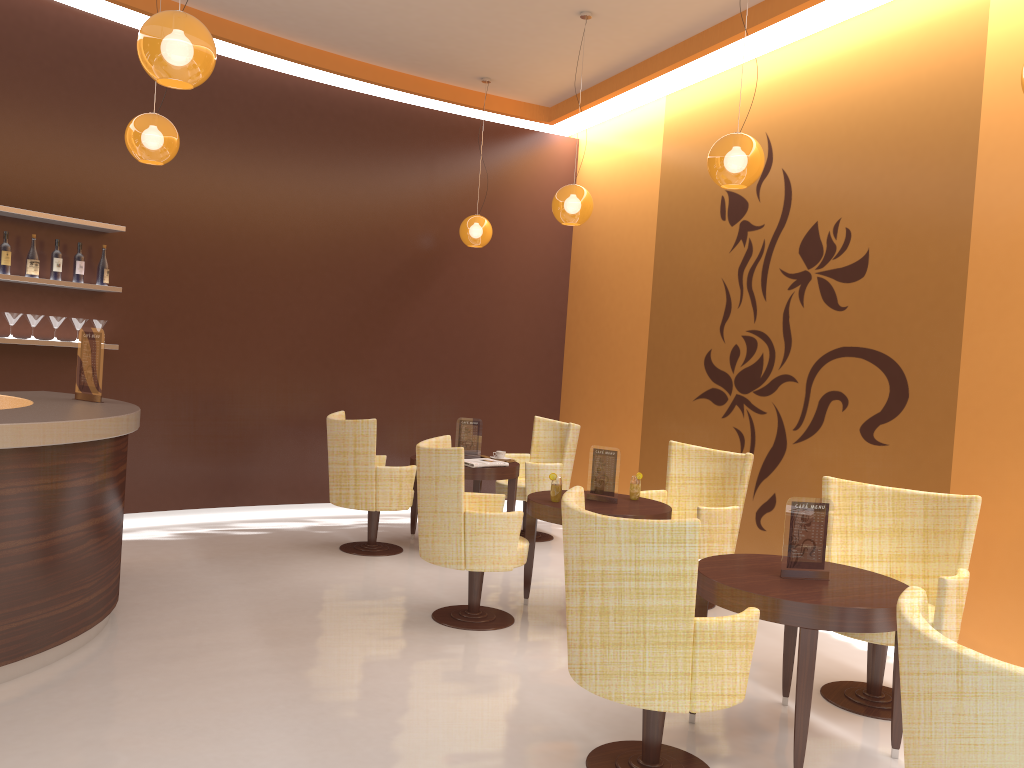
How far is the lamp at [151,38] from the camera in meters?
3.4

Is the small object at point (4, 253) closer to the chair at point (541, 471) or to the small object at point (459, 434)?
the small object at point (459, 434)

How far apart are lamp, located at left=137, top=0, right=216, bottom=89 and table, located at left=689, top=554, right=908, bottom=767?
2.84m

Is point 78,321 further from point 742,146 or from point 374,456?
point 742,146

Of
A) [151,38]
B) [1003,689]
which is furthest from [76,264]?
[1003,689]

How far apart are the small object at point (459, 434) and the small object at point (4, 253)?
3.4m

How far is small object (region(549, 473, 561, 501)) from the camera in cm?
521

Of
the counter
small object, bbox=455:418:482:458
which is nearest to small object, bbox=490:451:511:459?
small object, bbox=455:418:482:458

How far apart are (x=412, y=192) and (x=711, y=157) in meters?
4.1

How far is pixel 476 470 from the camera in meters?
6.6 m
